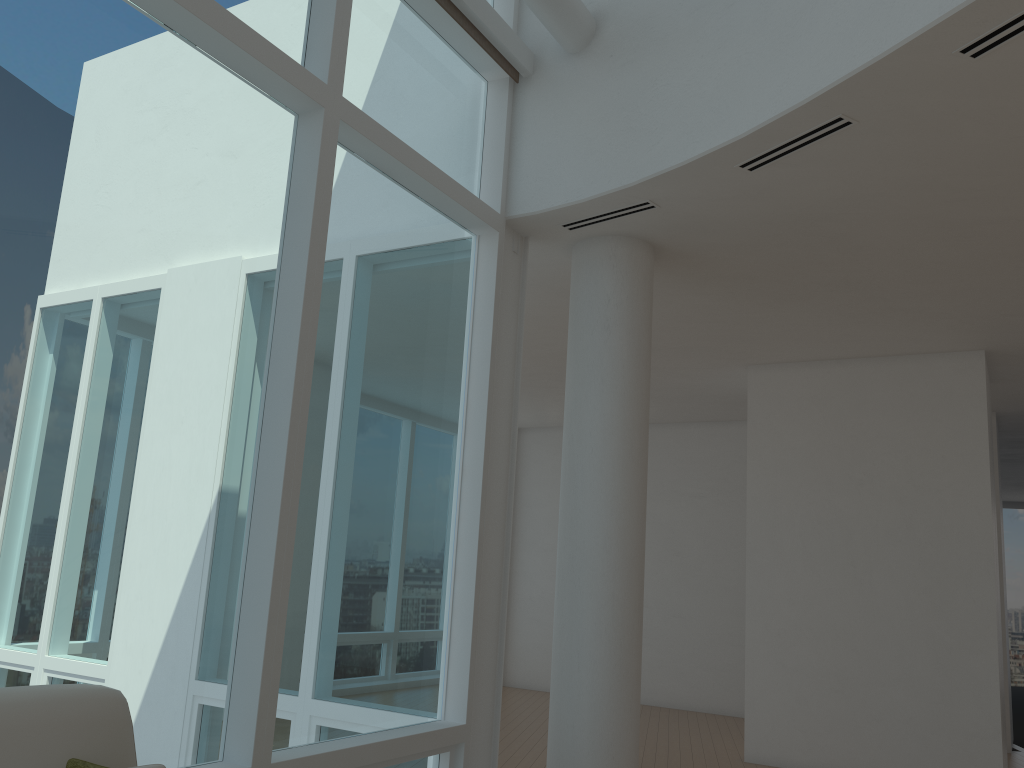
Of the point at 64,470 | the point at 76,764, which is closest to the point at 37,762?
Result: the point at 76,764

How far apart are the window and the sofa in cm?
58

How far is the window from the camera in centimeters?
282cm

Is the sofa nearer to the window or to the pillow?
the pillow

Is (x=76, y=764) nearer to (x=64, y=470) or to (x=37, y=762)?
(x=37, y=762)

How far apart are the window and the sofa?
0.6m

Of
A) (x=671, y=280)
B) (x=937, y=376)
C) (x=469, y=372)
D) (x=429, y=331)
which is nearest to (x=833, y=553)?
(x=937, y=376)

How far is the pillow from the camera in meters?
2.0 m

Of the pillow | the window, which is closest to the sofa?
the pillow

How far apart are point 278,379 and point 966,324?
5.16m
